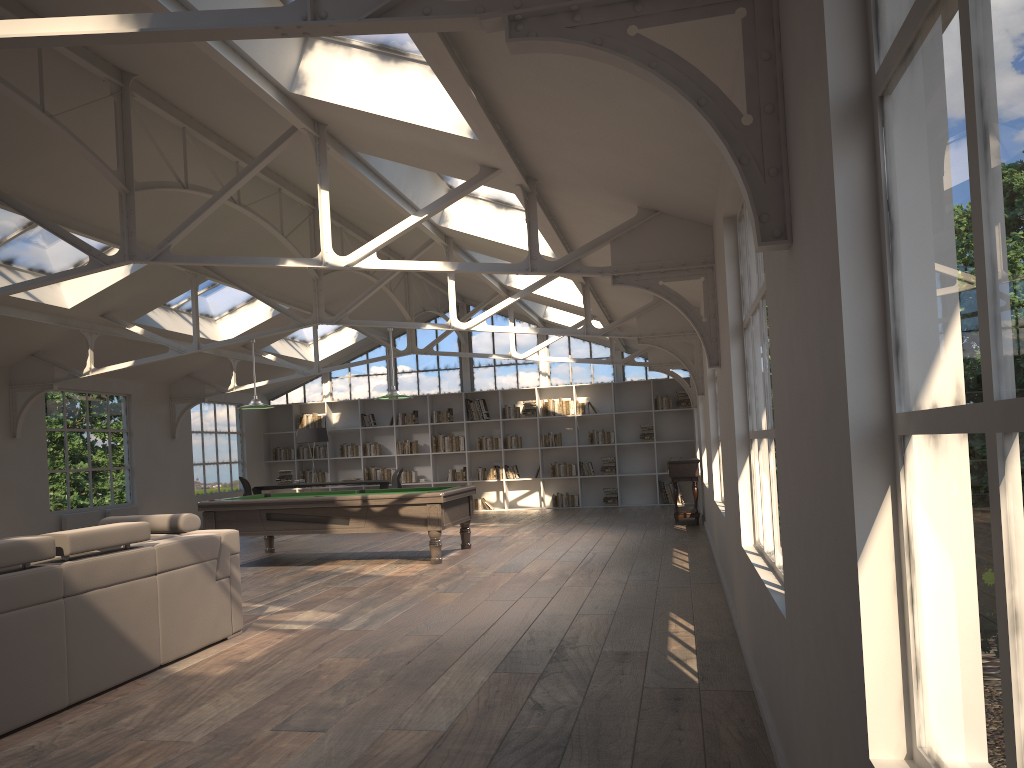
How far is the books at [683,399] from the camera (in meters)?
16.46

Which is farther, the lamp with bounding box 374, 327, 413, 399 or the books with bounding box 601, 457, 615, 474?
the books with bounding box 601, 457, 615, 474

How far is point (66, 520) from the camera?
11.82m

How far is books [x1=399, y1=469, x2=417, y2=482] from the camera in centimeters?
1733cm

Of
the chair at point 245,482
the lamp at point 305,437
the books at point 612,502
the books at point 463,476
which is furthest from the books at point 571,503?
the chair at point 245,482

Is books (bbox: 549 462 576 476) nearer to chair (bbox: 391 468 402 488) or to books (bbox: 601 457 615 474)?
books (bbox: 601 457 615 474)

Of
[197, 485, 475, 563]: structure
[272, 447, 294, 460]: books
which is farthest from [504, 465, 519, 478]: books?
[197, 485, 475, 563]: structure

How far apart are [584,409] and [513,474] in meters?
1.8

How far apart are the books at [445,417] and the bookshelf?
0.1m

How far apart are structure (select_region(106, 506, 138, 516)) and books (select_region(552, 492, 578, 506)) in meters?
7.4
